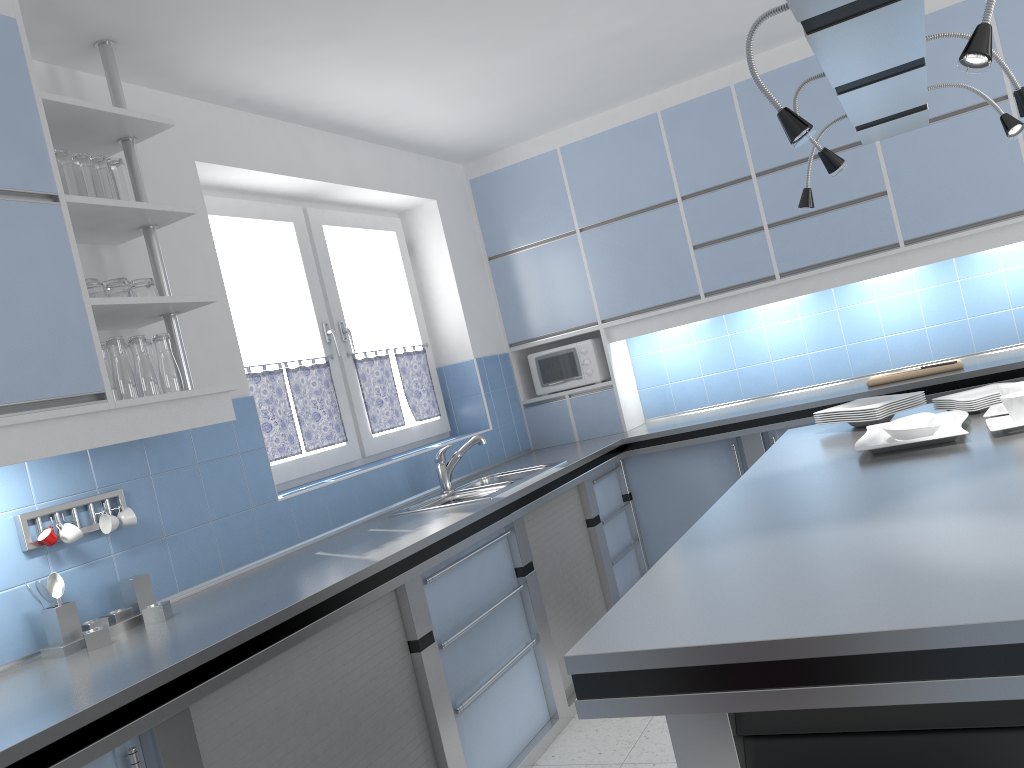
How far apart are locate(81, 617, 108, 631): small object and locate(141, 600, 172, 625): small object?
0.1 meters

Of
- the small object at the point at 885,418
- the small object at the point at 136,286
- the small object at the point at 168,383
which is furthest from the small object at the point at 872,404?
the small object at the point at 136,286

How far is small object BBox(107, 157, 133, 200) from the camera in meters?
2.6

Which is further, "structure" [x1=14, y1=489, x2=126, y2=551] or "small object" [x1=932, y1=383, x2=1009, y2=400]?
"small object" [x1=932, y1=383, x2=1009, y2=400]

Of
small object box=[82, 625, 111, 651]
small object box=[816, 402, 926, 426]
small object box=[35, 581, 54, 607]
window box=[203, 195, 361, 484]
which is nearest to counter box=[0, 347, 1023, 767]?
small object box=[82, 625, 111, 651]

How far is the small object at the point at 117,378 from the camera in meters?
2.5

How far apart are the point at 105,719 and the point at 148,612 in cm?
75

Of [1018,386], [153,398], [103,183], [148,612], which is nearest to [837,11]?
[1018,386]

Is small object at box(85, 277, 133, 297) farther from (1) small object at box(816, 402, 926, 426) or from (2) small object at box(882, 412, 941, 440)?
(1) small object at box(816, 402, 926, 426)

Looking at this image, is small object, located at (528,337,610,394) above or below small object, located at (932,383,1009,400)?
above
